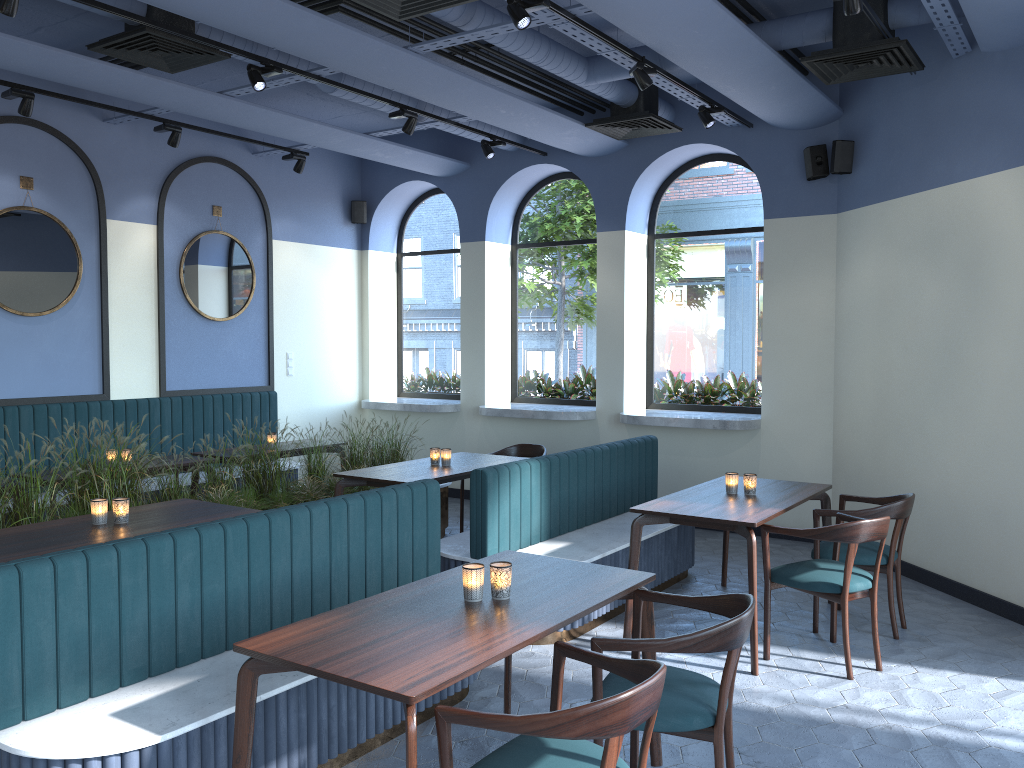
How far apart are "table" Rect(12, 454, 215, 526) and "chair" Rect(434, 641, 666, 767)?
4.5m

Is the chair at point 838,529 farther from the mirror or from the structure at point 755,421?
the mirror

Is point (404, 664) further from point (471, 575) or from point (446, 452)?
point (446, 452)

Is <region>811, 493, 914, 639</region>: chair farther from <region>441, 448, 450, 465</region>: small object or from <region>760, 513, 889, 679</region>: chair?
<region>441, 448, 450, 465</region>: small object

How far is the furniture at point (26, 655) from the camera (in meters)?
2.78

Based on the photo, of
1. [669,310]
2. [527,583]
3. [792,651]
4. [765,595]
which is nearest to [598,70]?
[669,310]

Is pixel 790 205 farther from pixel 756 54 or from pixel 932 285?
pixel 756 54

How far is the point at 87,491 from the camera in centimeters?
522cm

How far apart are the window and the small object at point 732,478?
3.0 meters

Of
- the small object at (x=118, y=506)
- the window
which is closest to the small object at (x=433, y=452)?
the small object at (x=118, y=506)
